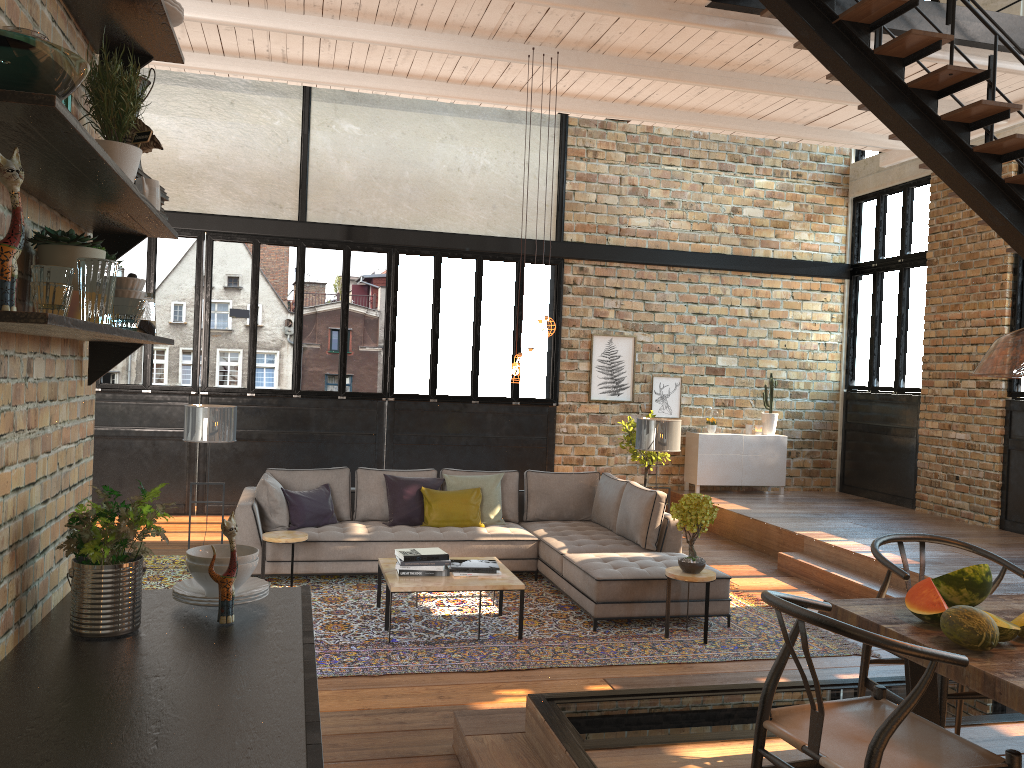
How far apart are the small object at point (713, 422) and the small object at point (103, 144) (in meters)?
10.30

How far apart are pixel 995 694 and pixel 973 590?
0.7 meters

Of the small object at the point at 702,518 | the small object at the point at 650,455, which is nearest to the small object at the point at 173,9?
the small object at the point at 702,518

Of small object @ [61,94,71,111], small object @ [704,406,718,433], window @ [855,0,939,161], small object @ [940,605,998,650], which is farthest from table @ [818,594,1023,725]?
window @ [855,0,939,161]

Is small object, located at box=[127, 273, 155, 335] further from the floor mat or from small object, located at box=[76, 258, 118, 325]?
the floor mat

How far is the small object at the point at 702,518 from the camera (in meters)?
6.07

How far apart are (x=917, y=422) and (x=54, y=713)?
11.04m

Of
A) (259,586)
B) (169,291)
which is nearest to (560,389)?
(259,586)

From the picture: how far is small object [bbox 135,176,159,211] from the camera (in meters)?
2.07

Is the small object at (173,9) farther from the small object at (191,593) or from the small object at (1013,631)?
the small object at (1013,631)
